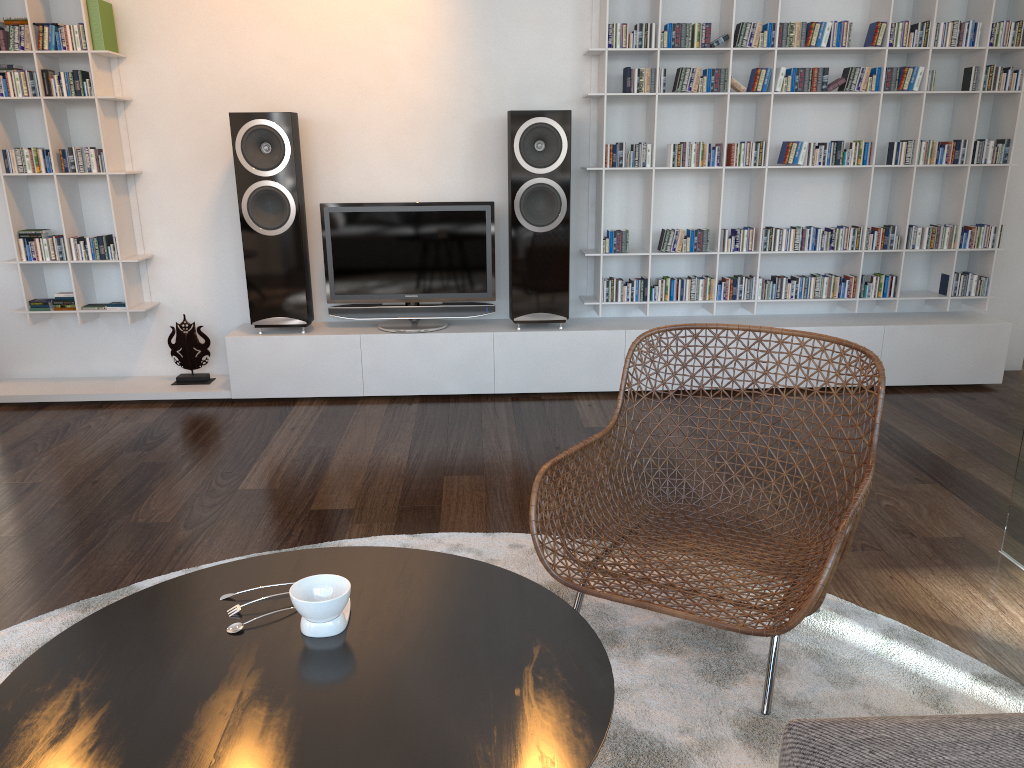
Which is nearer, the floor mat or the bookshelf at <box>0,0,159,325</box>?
the floor mat

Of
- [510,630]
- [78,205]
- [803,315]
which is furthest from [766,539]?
[78,205]

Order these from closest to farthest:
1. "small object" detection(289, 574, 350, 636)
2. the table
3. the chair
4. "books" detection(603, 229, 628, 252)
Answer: the table, "small object" detection(289, 574, 350, 636), the chair, "books" detection(603, 229, 628, 252)

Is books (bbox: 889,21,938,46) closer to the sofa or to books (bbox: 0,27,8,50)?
the sofa

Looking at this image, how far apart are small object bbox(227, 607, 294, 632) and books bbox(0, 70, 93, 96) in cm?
356

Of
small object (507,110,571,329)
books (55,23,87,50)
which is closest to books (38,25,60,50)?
books (55,23,87,50)

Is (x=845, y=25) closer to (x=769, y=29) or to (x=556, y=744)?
(x=769, y=29)

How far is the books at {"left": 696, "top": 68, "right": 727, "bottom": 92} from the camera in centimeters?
417cm

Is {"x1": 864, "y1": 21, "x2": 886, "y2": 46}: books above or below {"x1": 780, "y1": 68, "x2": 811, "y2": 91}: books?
above

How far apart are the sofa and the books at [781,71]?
3.54m
